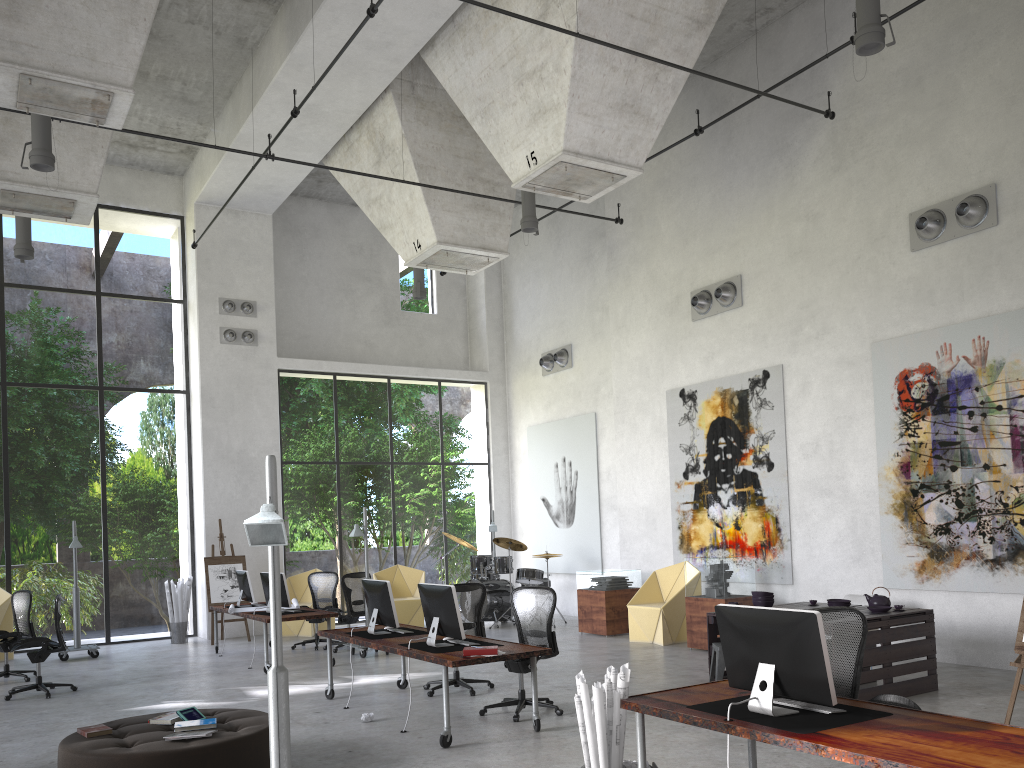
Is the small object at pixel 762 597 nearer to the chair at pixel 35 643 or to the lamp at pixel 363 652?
the lamp at pixel 363 652

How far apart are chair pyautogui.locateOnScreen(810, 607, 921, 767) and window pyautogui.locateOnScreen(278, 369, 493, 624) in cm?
1263

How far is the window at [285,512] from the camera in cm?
3086

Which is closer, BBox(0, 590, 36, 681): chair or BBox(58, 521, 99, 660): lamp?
BBox(0, 590, 36, 681): chair

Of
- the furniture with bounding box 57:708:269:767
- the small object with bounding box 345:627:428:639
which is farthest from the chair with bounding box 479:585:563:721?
the furniture with bounding box 57:708:269:767

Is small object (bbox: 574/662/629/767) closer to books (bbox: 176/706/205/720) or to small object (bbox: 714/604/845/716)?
small object (bbox: 714/604/845/716)

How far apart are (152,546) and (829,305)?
24.1 meters

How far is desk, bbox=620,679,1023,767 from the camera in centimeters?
353cm

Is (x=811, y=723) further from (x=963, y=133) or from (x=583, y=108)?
(x=963, y=133)

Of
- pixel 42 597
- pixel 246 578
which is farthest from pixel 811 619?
pixel 42 597
